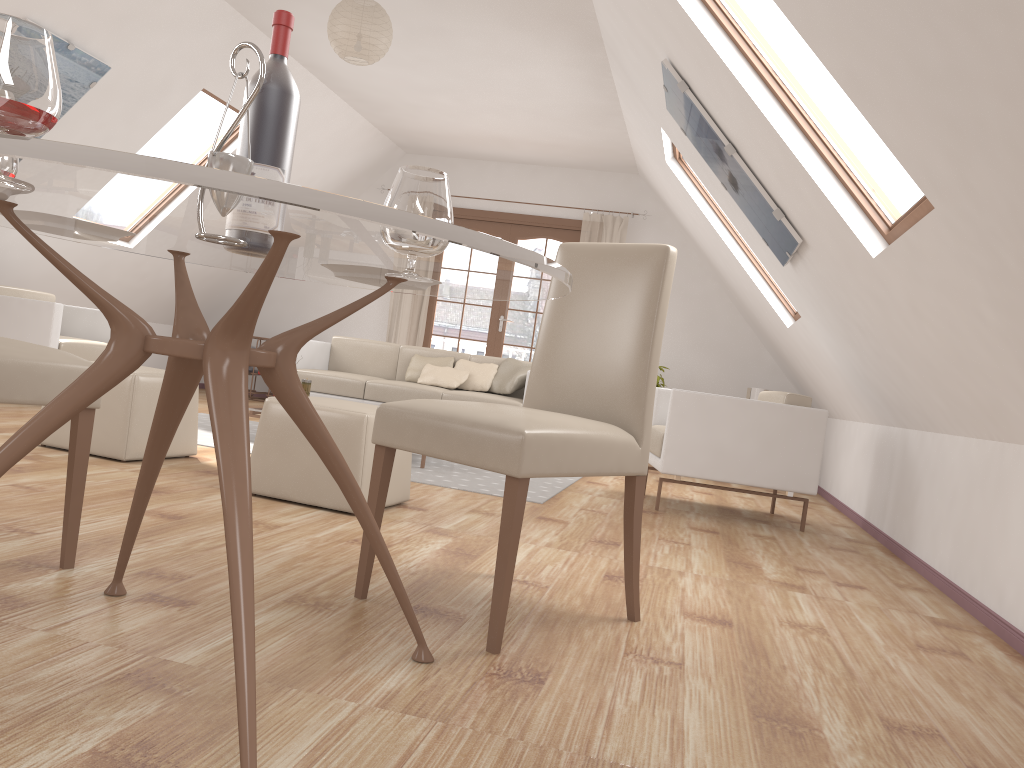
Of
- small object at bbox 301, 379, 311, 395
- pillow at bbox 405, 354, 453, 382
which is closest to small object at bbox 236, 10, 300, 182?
small object at bbox 301, 379, 311, 395

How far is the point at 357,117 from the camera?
7.6m

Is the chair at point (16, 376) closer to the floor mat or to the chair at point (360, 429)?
the chair at point (360, 429)

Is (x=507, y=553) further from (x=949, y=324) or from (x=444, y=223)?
(x=949, y=324)

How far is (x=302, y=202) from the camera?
1.0 meters

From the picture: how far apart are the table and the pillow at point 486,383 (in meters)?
4.52

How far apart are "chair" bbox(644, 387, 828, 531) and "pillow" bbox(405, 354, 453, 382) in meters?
2.0 m

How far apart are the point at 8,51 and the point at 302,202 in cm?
46

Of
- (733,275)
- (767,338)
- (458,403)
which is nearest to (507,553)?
(458,403)

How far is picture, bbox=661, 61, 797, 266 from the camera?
3.89m
